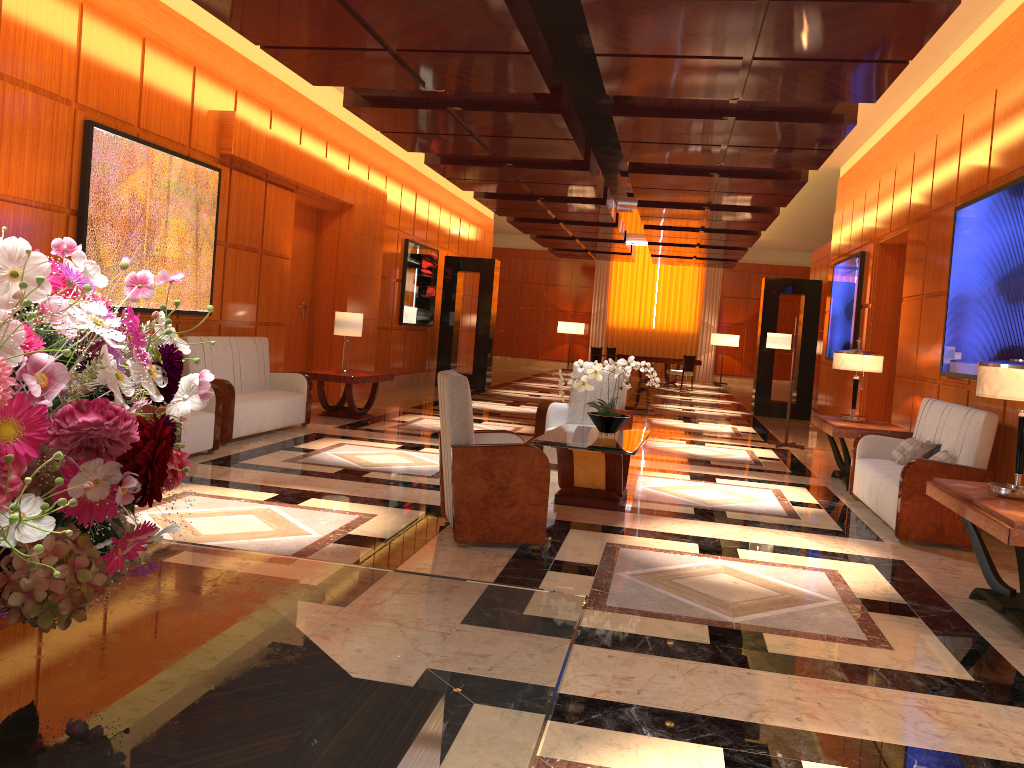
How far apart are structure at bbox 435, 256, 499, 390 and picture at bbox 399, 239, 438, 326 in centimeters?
27cm

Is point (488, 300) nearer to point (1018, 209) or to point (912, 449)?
point (912, 449)

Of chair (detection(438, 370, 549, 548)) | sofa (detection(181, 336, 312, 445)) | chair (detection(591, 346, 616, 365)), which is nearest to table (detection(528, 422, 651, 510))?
chair (detection(438, 370, 549, 548))

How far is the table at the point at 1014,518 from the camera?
3.87m

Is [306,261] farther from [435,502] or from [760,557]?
[760,557]

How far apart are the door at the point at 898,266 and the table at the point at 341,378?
6.0m

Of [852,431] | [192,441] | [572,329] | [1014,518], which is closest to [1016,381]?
[1014,518]

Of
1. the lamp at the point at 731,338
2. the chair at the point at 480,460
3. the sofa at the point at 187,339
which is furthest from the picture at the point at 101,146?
the lamp at the point at 731,338

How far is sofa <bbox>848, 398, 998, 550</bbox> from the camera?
5.9 meters

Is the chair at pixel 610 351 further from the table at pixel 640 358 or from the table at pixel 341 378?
the table at pixel 341 378
